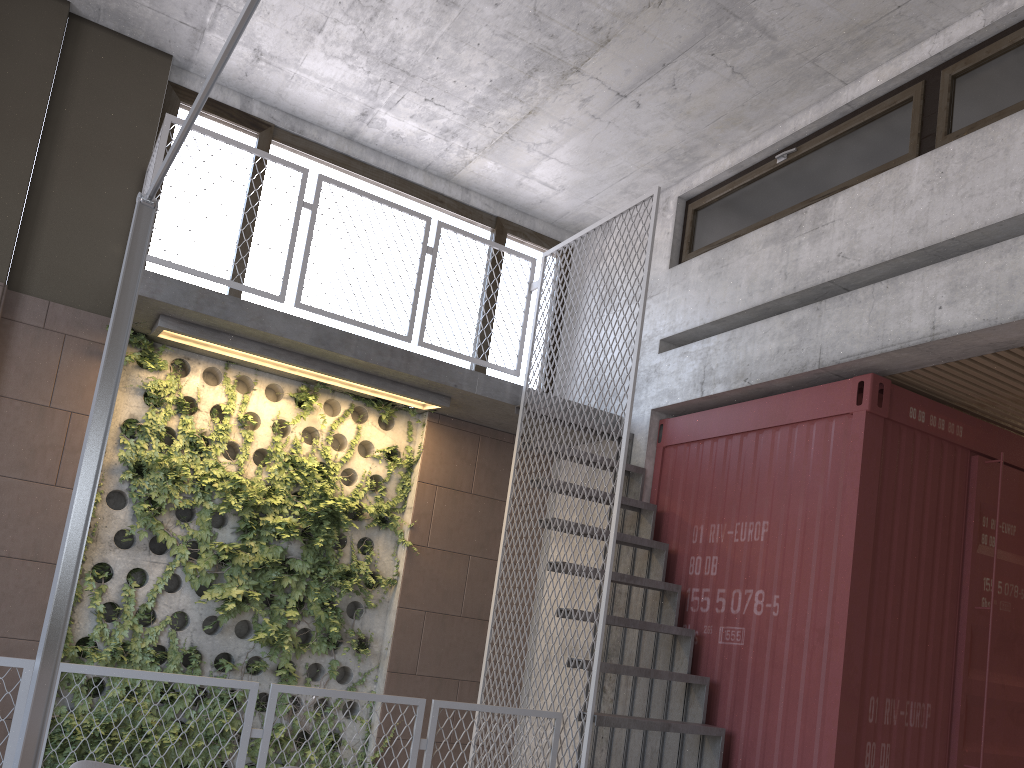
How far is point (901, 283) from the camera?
5.0 meters

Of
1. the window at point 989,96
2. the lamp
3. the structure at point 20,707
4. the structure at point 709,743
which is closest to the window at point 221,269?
the structure at point 709,743

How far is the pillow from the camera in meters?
1.9 m

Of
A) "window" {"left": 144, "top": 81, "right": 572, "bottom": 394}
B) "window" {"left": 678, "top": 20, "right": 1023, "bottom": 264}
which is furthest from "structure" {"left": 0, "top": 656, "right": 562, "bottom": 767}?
"window" {"left": 678, "top": 20, "right": 1023, "bottom": 264}

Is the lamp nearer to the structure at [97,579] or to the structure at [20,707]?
the structure at [20,707]

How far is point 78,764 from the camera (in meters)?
1.90

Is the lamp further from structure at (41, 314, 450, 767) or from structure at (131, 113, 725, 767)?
structure at (41, 314, 450, 767)

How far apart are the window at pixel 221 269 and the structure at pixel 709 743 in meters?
0.3 m

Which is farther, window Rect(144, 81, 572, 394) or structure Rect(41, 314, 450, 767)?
window Rect(144, 81, 572, 394)

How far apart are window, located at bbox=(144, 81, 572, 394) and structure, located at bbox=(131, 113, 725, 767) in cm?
32
